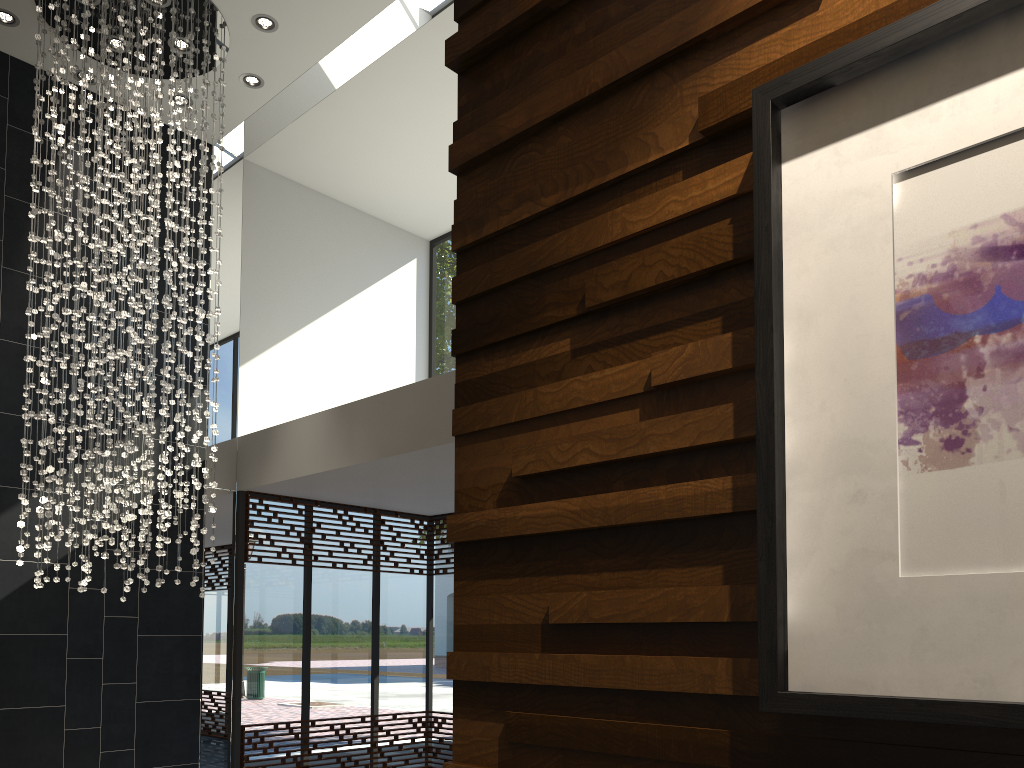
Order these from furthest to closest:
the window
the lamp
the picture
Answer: the window, the lamp, the picture

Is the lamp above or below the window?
above

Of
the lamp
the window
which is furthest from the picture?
the window

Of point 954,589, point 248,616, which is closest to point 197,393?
point 248,616

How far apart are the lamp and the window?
1.2m

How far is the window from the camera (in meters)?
7.70

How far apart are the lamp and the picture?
5.28m

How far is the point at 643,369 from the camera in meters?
1.3

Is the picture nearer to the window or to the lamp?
the lamp

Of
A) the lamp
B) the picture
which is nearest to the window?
the lamp
